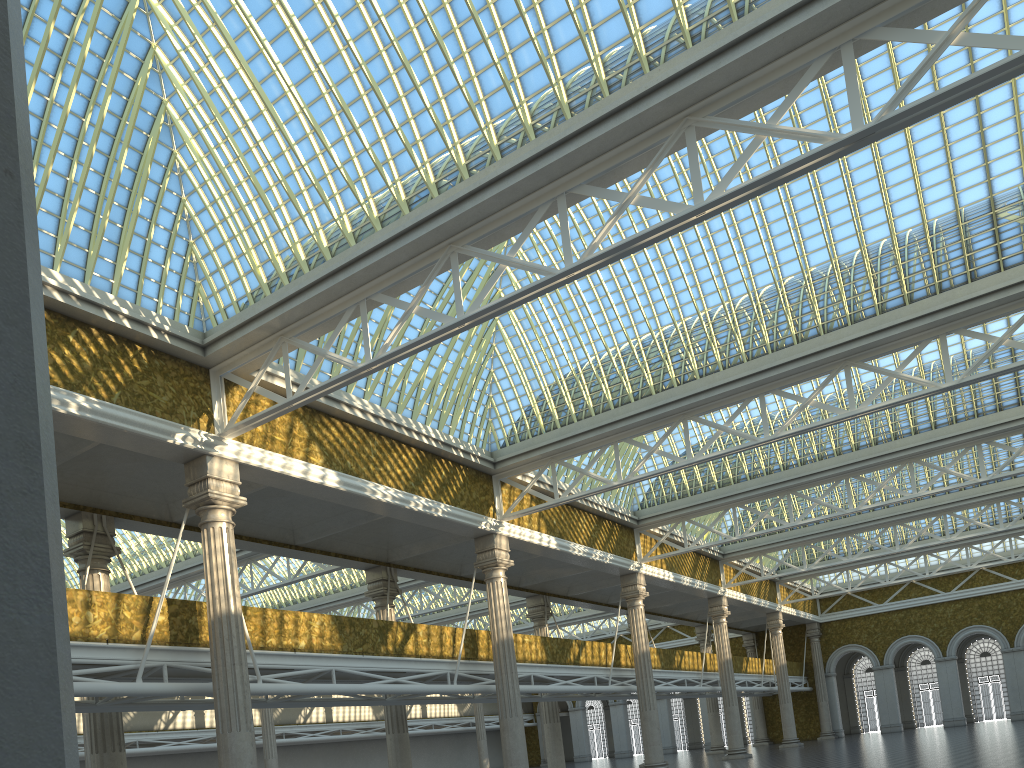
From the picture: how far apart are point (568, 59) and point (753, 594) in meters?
40.8 m

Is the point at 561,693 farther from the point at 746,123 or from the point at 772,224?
the point at 746,123
